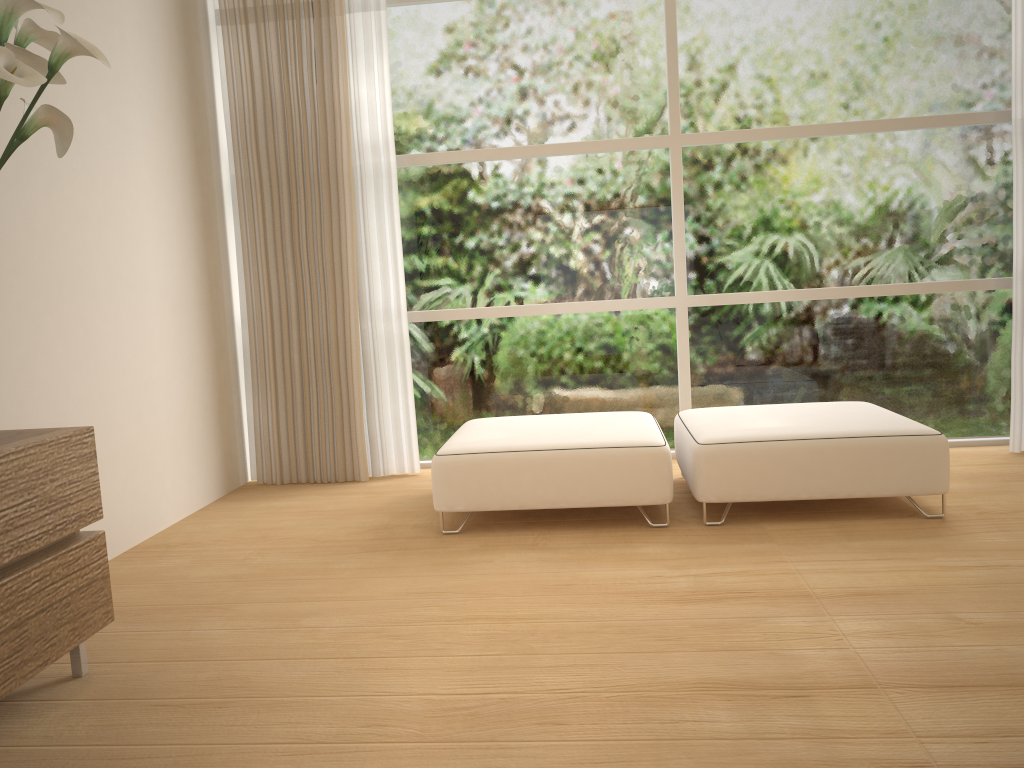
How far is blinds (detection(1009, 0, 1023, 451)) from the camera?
4.2m

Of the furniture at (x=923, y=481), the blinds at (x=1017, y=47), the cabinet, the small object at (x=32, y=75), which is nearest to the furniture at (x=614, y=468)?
the furniture at (x=923, y=481)

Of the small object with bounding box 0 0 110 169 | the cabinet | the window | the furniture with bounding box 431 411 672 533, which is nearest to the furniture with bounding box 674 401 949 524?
the furniture with bounding box 431 411 672 533

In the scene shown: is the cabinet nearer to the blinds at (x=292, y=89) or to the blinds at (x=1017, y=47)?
the blinds at (x=292, y=89)

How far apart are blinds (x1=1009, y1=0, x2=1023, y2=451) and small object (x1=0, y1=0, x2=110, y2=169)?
4.1m

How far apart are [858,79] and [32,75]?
4.0 meters

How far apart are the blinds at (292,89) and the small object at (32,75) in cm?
216

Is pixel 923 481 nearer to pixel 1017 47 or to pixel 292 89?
pixel 1017 47

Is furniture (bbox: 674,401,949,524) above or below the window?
below

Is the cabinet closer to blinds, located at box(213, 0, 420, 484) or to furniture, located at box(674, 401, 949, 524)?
furniture, located at box(674, 401, 949, 524)
